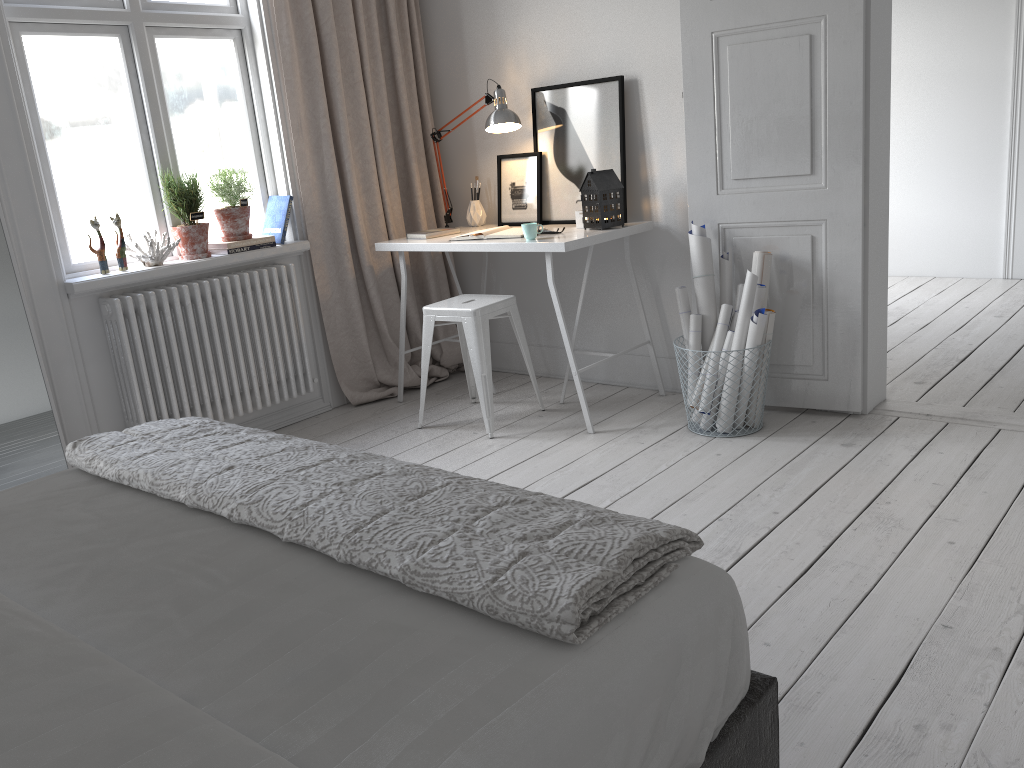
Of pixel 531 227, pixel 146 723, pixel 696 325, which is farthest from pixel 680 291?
pixel 146 723

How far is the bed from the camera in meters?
1.0

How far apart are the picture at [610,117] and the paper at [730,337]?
0.9m

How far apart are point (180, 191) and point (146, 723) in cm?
299

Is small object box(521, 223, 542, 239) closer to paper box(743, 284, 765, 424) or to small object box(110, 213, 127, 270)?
paper box(743, 284, 765, 424)

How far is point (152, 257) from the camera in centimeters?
348cm

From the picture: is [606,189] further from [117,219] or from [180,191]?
[117,219]

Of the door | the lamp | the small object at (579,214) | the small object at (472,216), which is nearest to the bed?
the door

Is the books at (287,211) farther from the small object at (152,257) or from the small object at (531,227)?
the small object at (531,227)

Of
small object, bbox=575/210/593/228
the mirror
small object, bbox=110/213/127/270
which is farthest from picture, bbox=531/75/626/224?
the mirror
